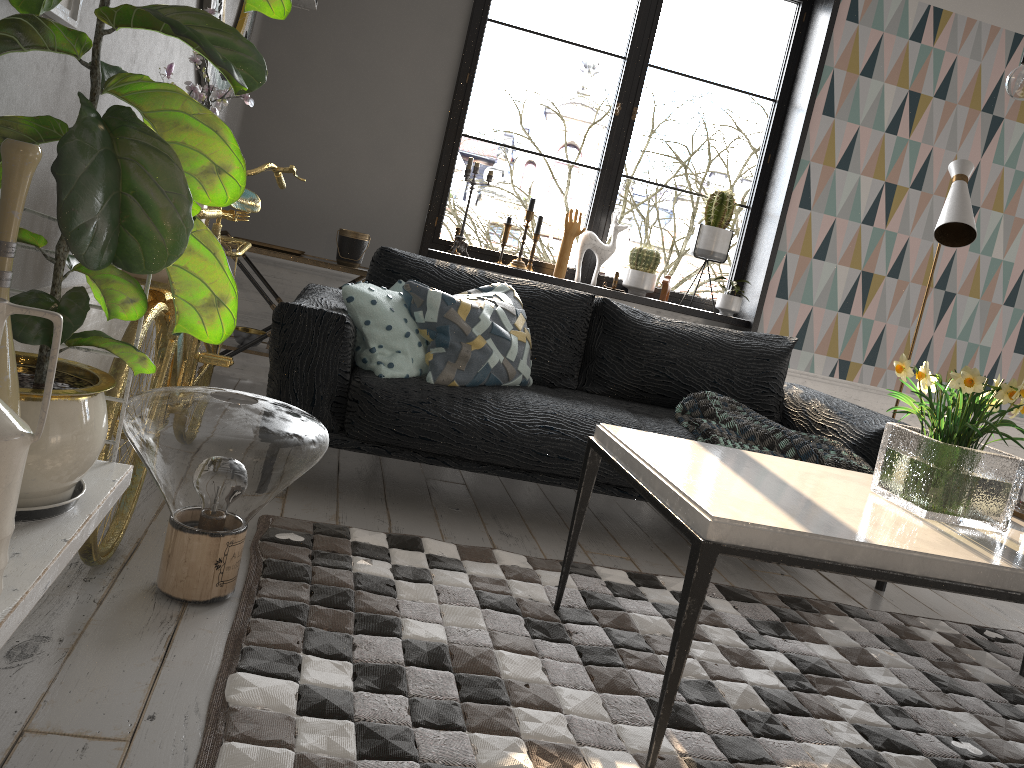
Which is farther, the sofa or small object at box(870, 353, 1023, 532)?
the sofa

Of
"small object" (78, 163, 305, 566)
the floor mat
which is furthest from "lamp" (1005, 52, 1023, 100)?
"small object" (78, 163, 305, 566)

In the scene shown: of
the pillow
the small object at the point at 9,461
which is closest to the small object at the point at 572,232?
the pillow

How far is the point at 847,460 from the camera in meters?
3.0

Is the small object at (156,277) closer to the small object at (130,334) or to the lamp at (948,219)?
the small object at (130,334)

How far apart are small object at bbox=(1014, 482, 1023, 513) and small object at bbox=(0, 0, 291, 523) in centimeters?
199cm

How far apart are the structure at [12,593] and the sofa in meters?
1.2 m

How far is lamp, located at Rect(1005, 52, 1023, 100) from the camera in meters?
1.9

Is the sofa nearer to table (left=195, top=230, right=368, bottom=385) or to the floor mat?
the floor mat

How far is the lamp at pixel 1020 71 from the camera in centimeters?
195cm
